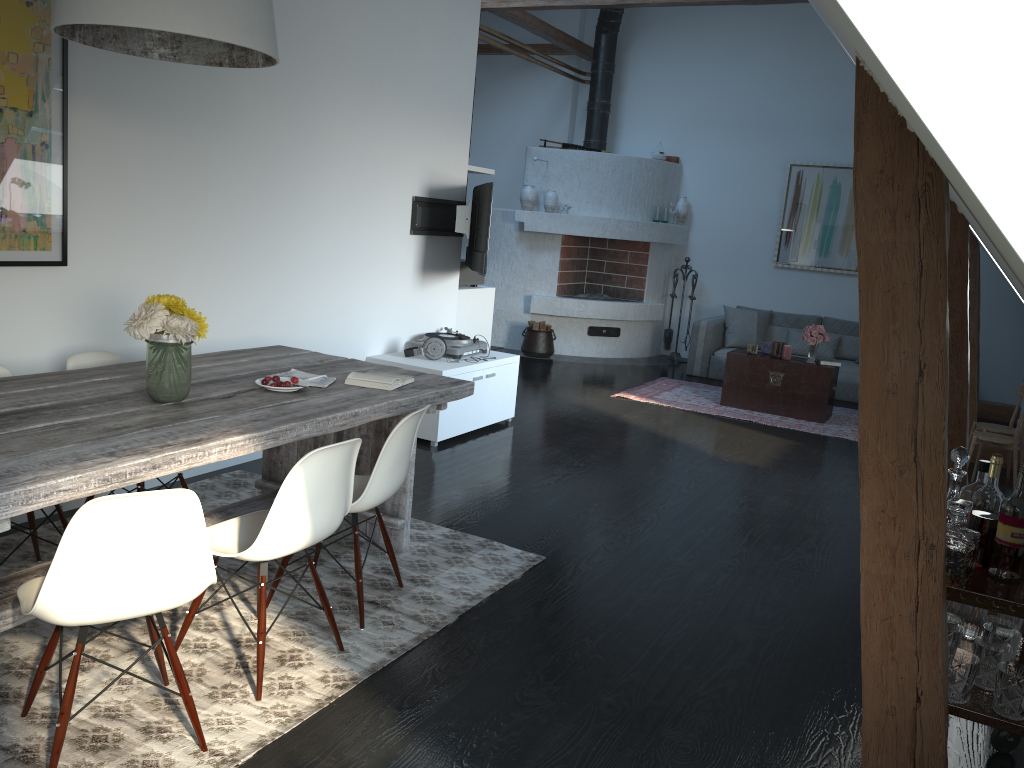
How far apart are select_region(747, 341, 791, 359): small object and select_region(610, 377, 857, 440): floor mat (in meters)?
0.57

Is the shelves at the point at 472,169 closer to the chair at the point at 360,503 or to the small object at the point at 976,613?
the chair at the point at 360,503

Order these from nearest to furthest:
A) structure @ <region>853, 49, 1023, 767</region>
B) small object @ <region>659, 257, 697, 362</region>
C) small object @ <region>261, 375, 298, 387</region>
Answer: structure @ <region>853, 49, 1023, 767</region>, small object @ <region>261, 375, 298, 387</region>, small object @ <region>659, 257, 697, 362</region>

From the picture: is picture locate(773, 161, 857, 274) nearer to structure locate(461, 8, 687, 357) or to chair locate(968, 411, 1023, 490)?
structure locate(461, 8, 687, 357)

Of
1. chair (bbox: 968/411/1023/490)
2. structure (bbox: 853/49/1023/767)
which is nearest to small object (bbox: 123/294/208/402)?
structure (bbox: 853/49/1023/767)

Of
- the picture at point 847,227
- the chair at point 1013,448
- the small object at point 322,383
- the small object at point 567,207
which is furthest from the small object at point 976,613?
the picture at point 847,227

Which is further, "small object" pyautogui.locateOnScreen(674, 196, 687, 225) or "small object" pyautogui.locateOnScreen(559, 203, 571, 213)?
"small object" pyautogui.locateOnScreen(674, 196, 687, 225)

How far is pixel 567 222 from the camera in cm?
990

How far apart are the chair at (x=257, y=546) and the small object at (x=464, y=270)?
4.1 meters

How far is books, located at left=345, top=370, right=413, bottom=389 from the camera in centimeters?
357cm
